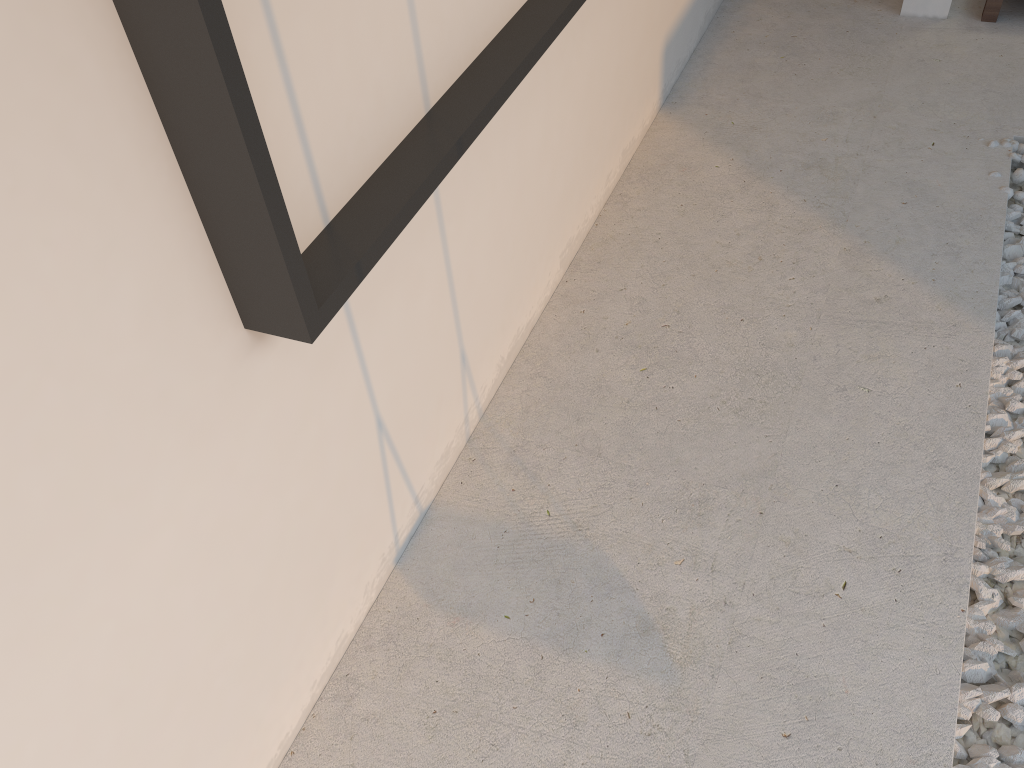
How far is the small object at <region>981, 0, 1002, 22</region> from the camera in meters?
3.2 m

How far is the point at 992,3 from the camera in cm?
322

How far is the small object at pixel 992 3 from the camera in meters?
3.2 m
